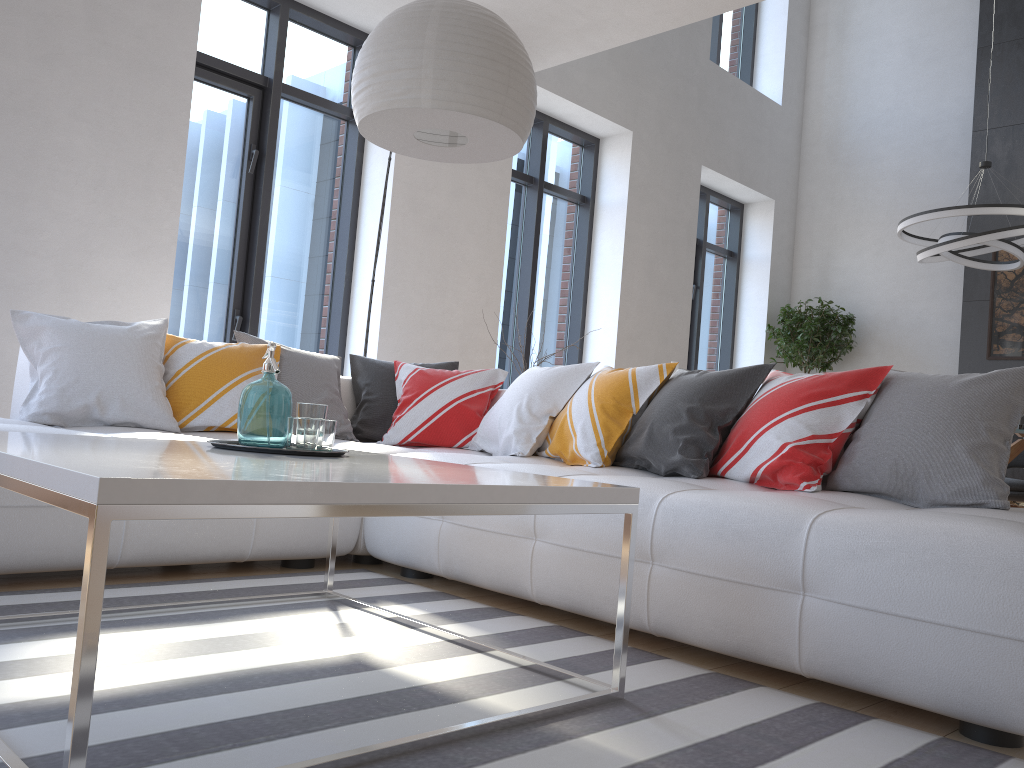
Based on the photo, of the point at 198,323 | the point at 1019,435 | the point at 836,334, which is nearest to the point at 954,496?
the point at 1019,435

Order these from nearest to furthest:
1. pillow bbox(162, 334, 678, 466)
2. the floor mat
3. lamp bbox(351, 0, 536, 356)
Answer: the floor mat
lamp bbox(351, 0, 536, 356)
pillow bbox(162, 334, 678, 466)

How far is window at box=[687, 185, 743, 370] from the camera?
8.48m

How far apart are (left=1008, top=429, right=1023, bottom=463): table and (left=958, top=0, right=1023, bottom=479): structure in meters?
1.6

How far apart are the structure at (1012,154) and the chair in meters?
0.9

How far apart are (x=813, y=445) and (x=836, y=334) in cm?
589

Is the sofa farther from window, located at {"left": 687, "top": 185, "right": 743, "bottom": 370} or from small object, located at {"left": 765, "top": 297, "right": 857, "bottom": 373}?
small object, located at {"left": 765, "top": 297, "right": 857, "bottom": 373}

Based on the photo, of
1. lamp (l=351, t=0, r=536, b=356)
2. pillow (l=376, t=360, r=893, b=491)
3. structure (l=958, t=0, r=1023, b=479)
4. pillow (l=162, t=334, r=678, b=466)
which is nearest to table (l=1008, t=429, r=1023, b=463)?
structure (l=958, t=0, r=1023, b=479)

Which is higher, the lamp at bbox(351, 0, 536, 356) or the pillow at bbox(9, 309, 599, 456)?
the lamp at bbox(351, 0, 536, 356)

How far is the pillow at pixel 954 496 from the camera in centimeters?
239cm
